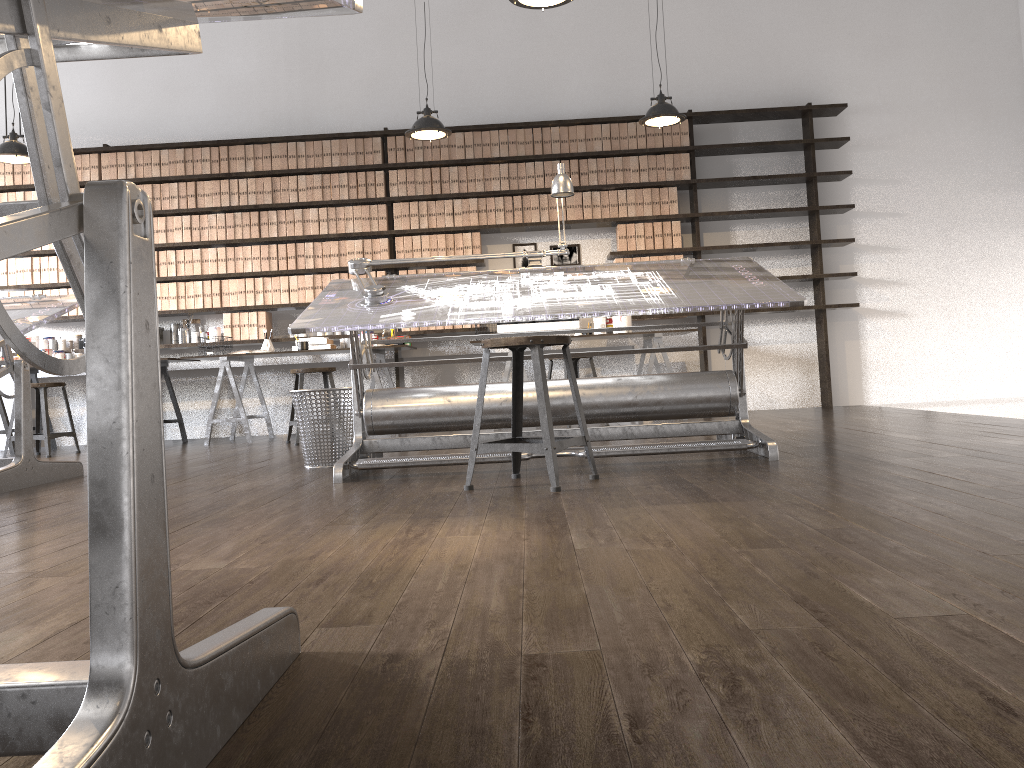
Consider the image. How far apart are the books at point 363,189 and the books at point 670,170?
2.4 meters

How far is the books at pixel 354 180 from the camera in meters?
7.1 m

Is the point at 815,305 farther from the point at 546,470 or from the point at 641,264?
the point at 546,470

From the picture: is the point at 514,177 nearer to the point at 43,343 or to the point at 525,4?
the point at 525,4

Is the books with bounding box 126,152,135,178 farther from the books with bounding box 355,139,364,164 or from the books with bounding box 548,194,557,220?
the books with bounding box 548,194,557,220

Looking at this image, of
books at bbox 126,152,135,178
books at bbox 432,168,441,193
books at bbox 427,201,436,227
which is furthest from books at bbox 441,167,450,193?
books at bbox 126,152,135,178

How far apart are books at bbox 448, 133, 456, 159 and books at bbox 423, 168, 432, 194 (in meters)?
0.23

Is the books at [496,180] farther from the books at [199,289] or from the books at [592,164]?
the books at [199,289]

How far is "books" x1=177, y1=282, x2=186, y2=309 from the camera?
7.2m

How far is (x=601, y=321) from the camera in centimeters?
679cm
